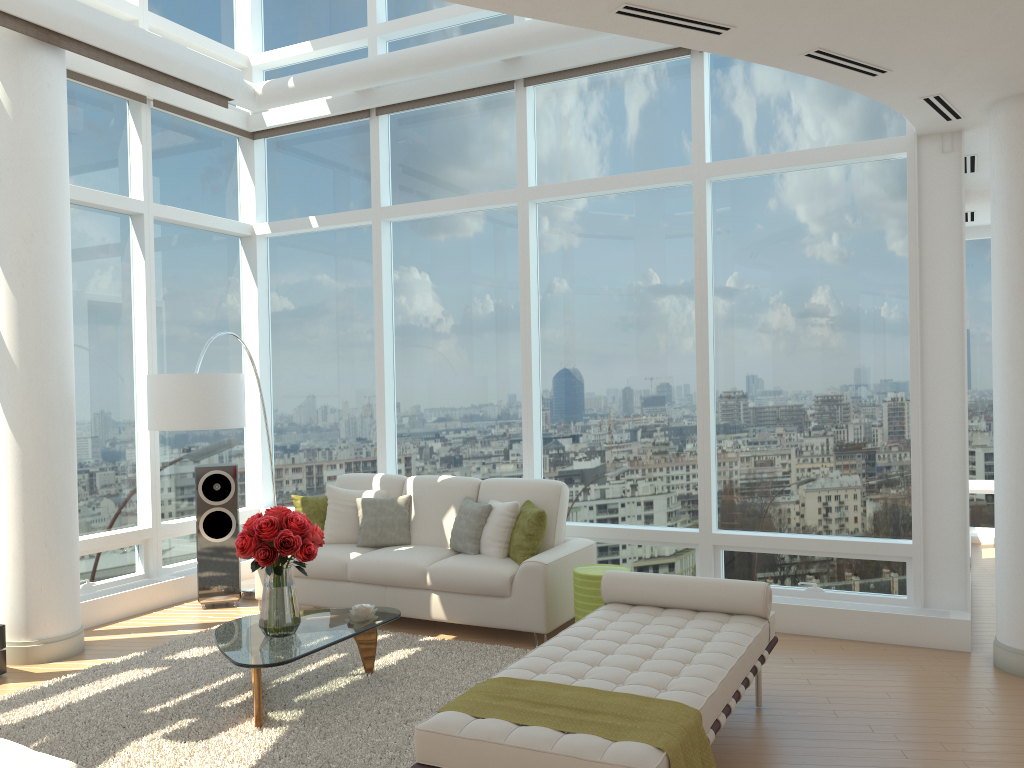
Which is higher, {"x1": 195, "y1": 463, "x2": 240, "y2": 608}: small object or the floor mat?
{"x1": 195, "y1": 463, "x2": 240, "y2": 608}: small object

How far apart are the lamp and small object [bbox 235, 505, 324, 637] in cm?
159

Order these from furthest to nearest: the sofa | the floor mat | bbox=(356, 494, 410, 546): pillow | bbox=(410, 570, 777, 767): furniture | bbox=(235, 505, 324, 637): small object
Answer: bbox=(356, 494, 410, 546): pillow → the sofa → bbox=(235, 505, 324, 637): small object → the floor mat → bbox=(410, 570, 777, 767): furniture

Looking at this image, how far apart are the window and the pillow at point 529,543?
0.7 meters

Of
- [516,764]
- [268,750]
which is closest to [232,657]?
[268,750]

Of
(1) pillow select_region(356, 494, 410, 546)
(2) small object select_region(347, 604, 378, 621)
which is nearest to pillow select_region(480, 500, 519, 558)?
(1) pillow select_region(356, 494, 410, 546)

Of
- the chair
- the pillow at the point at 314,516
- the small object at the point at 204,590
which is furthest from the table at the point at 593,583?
the chair

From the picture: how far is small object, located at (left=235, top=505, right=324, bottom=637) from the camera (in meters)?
4.73

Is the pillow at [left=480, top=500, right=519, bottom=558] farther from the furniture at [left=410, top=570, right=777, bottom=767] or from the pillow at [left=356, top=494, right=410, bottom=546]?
the furniture at [left=410, top=570, right=777, bottom=767]

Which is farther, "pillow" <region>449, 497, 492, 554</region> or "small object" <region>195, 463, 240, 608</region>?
"small object" <region>195, 463, 240, 608</region>
